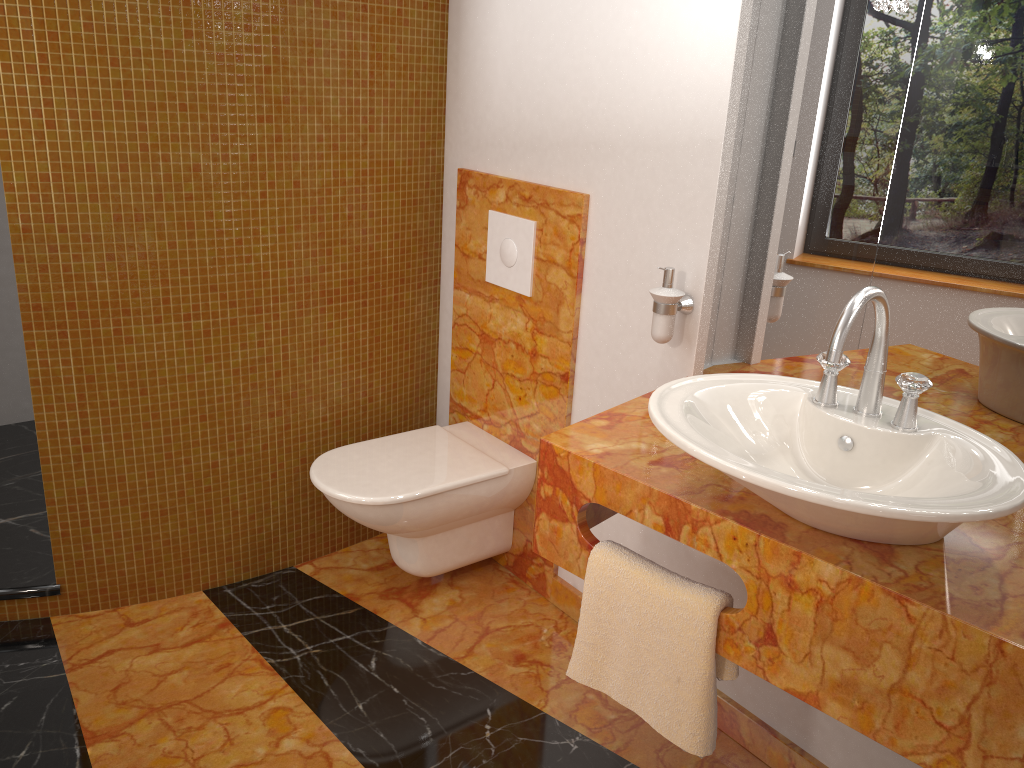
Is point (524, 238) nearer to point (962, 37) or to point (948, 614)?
point (962, 37)

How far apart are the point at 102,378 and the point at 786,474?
1.70m

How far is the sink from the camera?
1.1m

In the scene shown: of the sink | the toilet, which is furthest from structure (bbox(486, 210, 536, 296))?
the sink

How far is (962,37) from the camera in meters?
1.5

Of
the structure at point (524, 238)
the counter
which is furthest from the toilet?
the counter

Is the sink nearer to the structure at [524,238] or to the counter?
the counter

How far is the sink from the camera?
1.1m

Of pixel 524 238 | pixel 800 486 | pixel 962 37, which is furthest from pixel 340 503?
pixel 962 37

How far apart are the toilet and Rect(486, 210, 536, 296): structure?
0.5 meters
